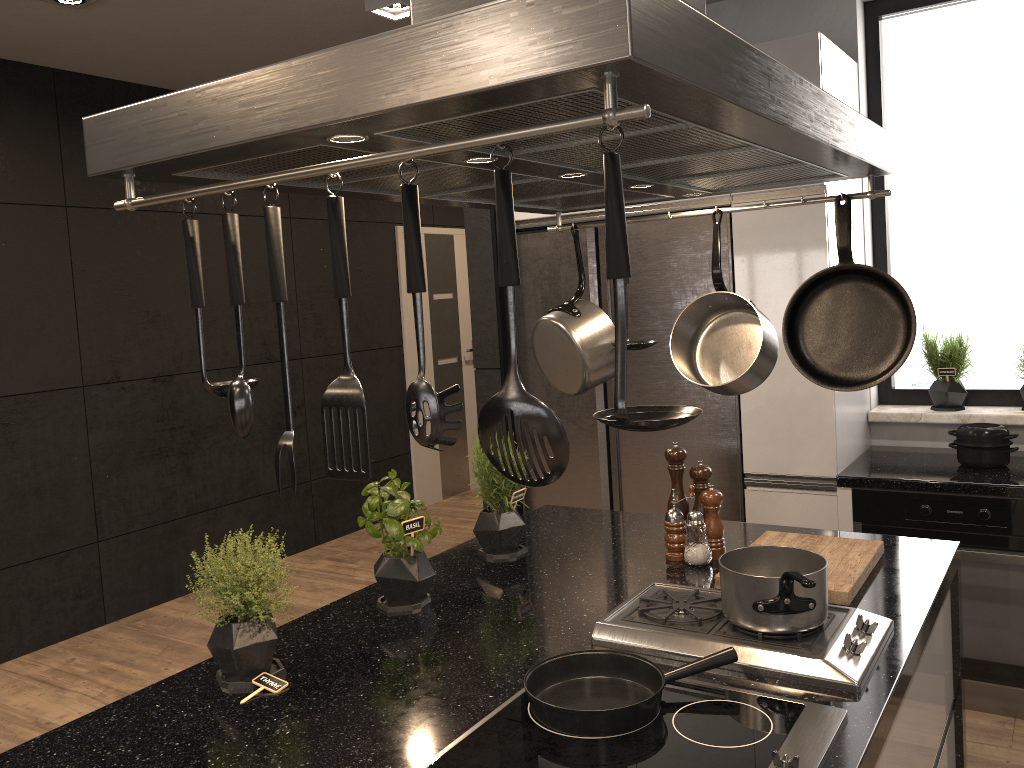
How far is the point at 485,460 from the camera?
2.3m

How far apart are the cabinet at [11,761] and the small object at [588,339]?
0.47m

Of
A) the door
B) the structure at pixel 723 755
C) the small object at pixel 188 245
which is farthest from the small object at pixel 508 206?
the door

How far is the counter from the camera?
3.0m

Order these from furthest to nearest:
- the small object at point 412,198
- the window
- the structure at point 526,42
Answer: the window → the small object at point 412,198 → the structure at point 526,42

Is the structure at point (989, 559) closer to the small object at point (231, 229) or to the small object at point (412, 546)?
the small object at point (412, 546)

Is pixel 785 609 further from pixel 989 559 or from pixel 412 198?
pixel 989 559

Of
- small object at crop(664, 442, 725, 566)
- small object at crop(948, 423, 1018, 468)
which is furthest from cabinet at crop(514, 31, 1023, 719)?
small object at crop(664, 442, 725, 566)

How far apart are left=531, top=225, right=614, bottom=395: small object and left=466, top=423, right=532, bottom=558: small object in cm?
37

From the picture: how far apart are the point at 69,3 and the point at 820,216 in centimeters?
290cm
